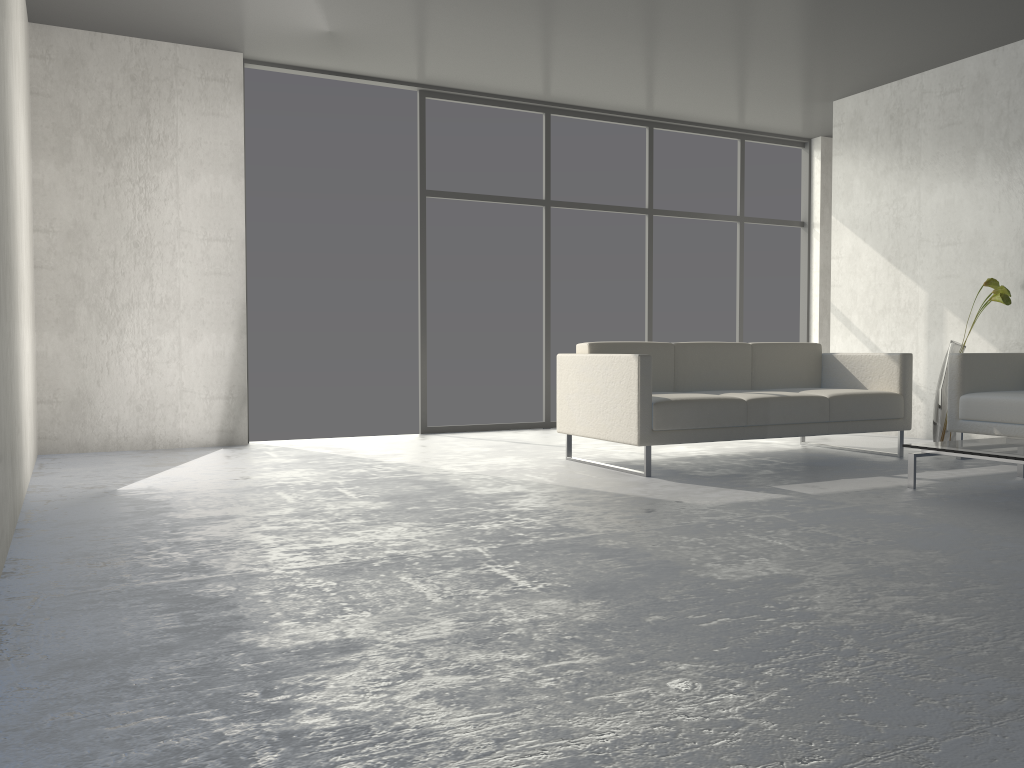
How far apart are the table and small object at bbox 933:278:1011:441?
1.14m

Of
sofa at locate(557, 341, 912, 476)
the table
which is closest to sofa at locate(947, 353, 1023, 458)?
sofa at locate(557, 341, 912, 476)

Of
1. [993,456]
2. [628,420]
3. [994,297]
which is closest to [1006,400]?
[994,297]

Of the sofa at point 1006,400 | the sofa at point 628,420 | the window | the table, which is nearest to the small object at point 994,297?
the sofa at point 1006,400

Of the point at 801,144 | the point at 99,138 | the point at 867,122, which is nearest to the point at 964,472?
the point at 867,122

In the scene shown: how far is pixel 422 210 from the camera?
6.38m

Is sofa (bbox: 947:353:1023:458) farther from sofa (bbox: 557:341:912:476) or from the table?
the table

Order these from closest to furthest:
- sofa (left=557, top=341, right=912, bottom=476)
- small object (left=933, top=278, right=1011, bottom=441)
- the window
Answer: sofa (left=557, top=341, right=912, bottom=476), small object (left=933, top=278, right=1011, bottom=441), the window

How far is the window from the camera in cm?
638

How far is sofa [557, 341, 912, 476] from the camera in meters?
4.3
